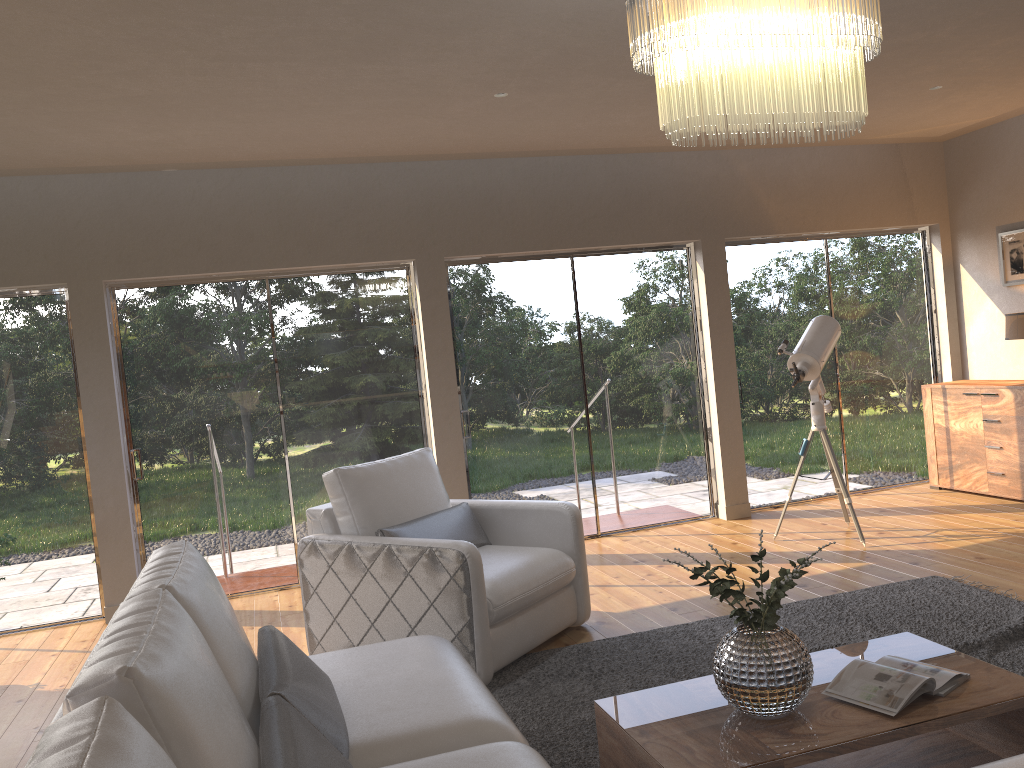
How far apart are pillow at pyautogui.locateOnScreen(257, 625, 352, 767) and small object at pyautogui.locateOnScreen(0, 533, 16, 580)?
2.6m

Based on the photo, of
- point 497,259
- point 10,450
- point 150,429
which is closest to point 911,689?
point 497,259

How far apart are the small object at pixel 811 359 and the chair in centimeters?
198cm

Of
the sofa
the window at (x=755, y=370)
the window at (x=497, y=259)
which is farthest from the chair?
the window at (x=755, y=370)

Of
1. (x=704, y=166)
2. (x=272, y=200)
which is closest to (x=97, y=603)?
(x=272, y=200)

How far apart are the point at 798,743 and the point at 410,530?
2.3m

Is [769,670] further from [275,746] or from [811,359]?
[811,359]

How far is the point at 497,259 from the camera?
6.35m

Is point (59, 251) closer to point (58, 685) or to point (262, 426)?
point (262, 426)

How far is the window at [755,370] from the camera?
7.0m
